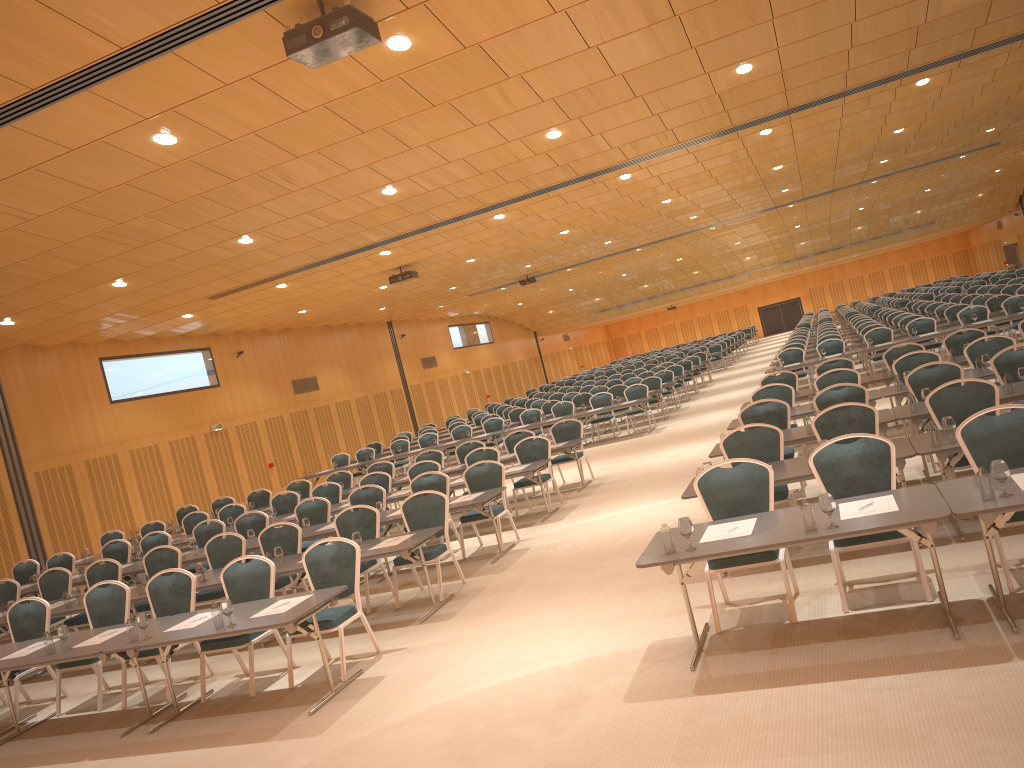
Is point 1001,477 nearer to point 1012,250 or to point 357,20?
point 357,20

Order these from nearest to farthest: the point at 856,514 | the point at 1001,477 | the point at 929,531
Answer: the point at 1001,477
the point at 929,531
the point at 856,514

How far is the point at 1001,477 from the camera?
5.11m

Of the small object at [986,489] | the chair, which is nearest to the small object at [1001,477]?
the small object at [986,489]

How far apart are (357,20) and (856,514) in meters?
4.7 m

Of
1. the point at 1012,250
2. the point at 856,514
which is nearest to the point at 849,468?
the point at 856,514

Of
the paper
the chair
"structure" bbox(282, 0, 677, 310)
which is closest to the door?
the chair

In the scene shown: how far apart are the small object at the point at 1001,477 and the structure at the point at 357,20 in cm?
402

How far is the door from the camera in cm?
4569

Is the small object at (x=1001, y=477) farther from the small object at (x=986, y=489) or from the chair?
the chair
